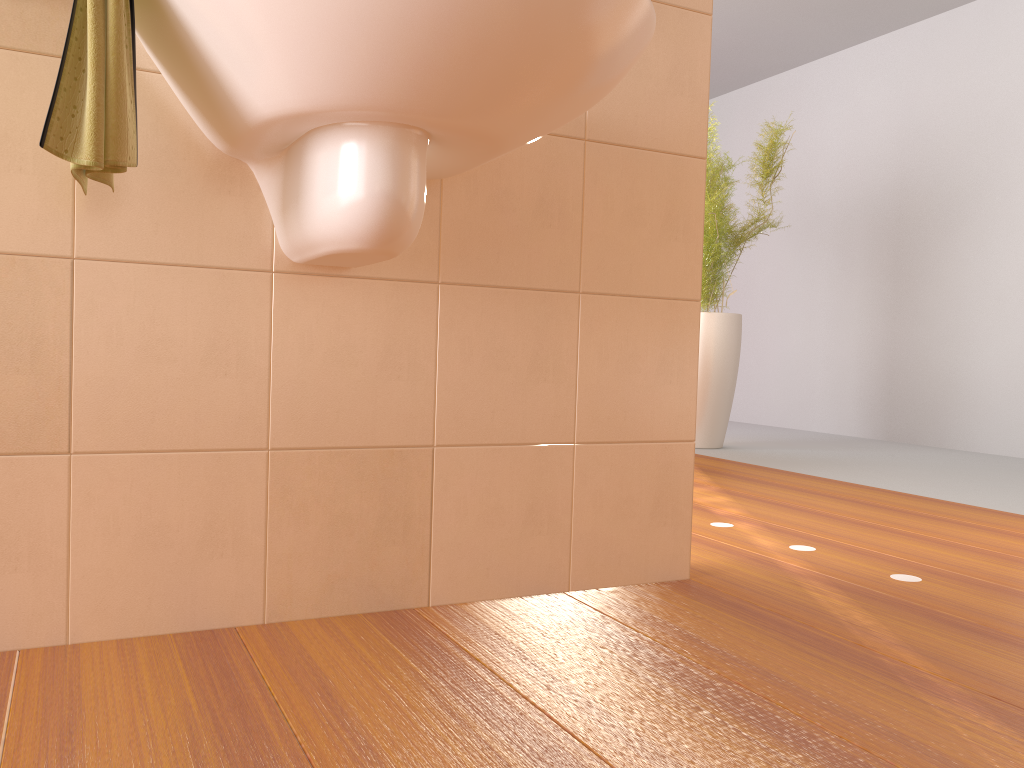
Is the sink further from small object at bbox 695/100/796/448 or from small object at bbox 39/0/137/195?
small object at bbox 695/100/796/448

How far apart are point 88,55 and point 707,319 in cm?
338

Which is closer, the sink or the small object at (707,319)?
the sink

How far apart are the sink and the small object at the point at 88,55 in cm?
3

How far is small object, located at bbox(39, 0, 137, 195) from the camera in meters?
1.0 m

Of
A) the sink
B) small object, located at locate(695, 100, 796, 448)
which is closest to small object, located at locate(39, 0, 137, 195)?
the sink

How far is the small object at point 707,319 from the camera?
4.08m

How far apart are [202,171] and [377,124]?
0.3m

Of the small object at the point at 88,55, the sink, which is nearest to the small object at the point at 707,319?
the sink

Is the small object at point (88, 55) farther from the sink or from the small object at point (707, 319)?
the small object at point (707, 319)
